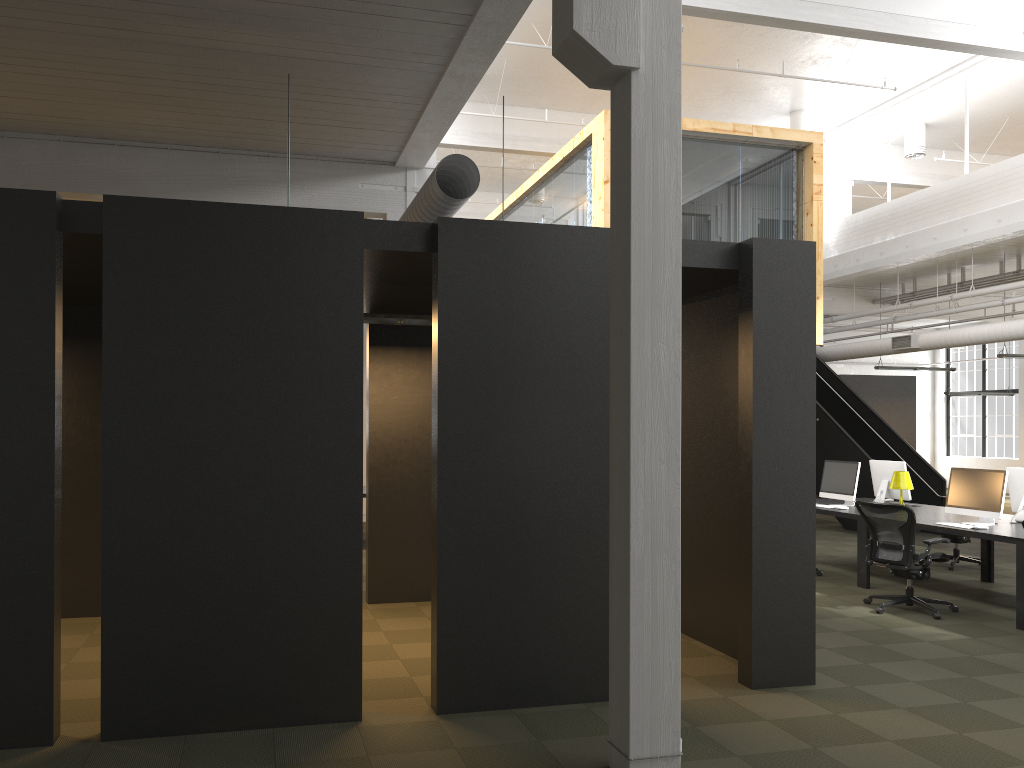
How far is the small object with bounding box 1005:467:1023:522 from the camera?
8.7m

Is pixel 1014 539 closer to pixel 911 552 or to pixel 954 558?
pixel 911 552

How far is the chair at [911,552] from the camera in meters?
7.8 m

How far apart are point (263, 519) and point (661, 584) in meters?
2.1 m

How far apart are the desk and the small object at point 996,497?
0.07m

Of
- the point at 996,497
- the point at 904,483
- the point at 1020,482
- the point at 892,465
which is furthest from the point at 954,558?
the point at 996,497

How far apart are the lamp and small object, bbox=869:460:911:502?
0.4m

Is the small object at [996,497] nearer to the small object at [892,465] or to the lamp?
the lamp

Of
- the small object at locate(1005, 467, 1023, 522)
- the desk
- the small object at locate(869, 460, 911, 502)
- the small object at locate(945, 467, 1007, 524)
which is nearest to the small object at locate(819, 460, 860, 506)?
the desk

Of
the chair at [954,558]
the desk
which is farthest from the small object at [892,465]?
the chair at [954,558]
